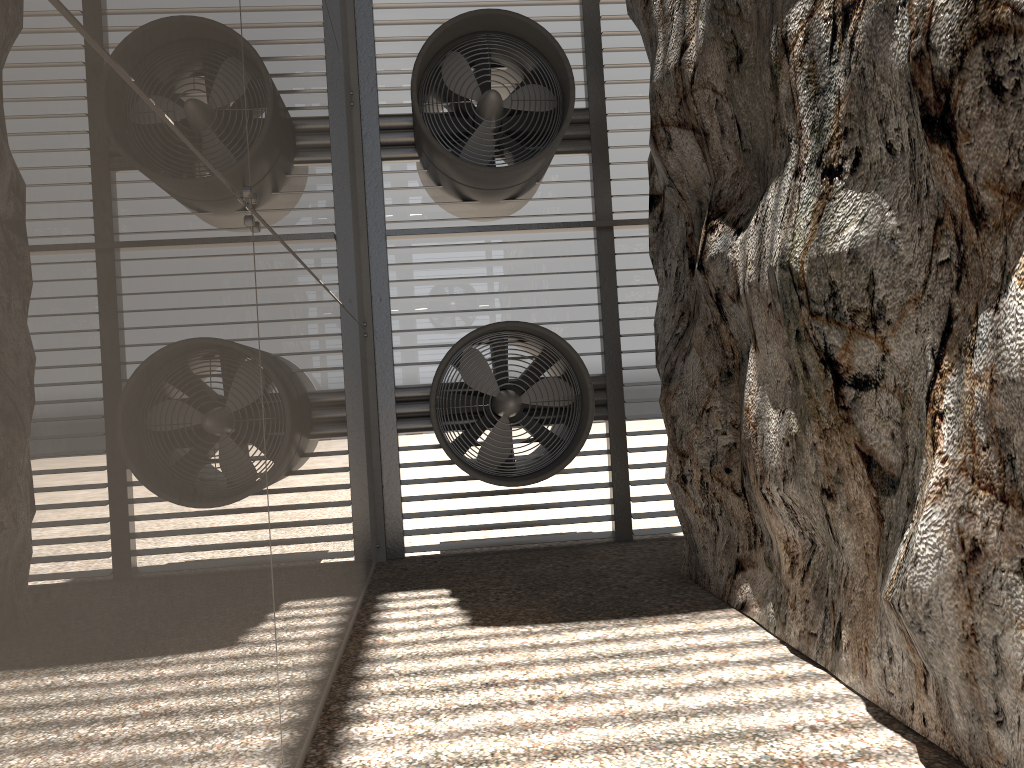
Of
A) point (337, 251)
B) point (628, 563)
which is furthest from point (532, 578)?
point (337, 251)

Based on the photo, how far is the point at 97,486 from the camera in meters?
1.8
